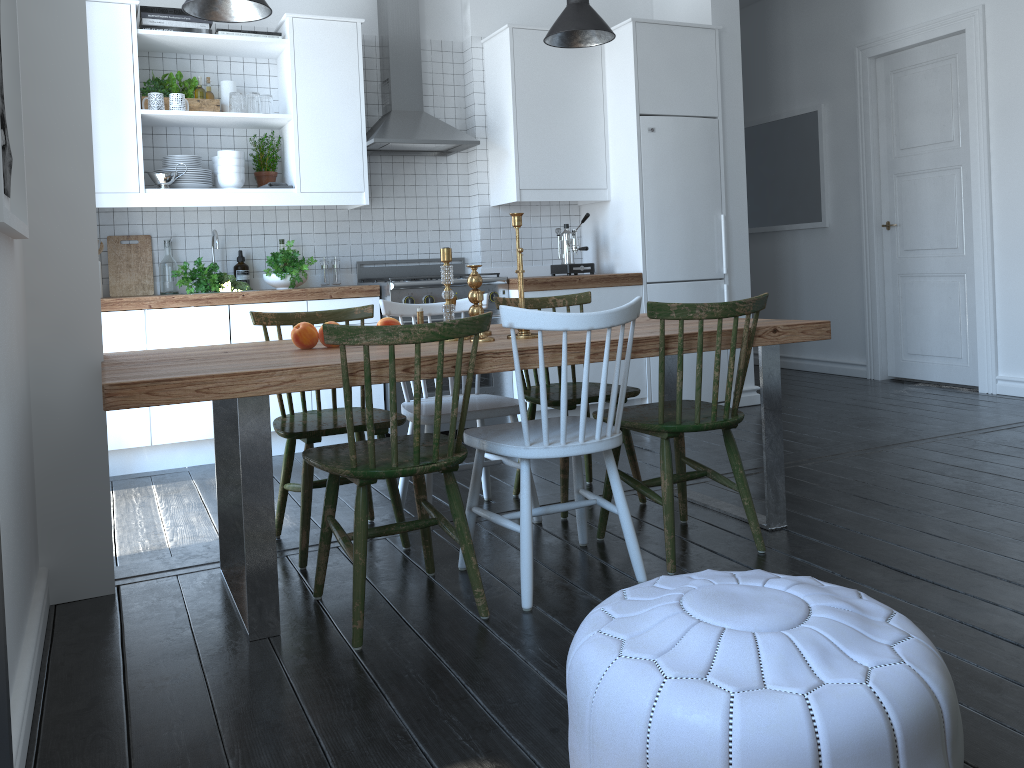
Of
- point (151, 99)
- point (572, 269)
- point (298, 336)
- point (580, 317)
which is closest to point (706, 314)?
point (580, 317)

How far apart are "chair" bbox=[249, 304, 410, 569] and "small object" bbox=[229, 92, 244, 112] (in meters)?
1.84

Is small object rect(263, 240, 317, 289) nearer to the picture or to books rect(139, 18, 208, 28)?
books rect(139, 18, 208, 28)

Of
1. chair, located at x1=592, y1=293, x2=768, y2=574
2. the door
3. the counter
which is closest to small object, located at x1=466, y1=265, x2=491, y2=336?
chair, located at x1=592, y1=293, x2=768, y2=574

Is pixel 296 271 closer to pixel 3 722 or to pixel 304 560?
pixel 304 560

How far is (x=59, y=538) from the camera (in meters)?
2.68

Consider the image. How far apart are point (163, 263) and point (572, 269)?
2.3m

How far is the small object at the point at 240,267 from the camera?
4.90m

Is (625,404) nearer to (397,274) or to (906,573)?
(397,274)

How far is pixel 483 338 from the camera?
2.78m
